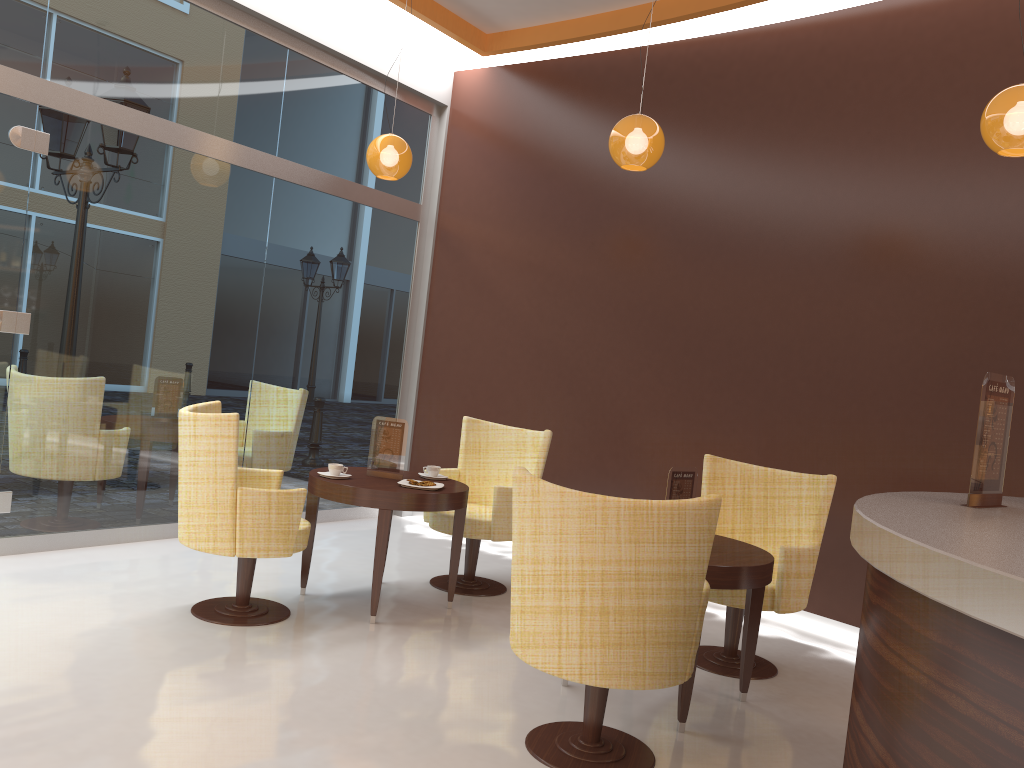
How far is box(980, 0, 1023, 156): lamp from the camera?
3.6 meters

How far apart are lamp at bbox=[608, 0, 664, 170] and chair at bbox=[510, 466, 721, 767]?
2.2m

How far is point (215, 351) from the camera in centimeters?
595cm

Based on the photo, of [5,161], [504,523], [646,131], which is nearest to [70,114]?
[5,161]

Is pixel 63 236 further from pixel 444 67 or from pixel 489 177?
pixel 444 67

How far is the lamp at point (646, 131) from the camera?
4.6 meters

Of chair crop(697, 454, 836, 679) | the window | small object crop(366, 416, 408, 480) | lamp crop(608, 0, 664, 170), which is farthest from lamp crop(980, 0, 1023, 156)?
the window

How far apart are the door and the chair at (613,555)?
3.31m

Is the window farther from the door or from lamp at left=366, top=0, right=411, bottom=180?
lamp at left=366, top=0, right=411, bottom=180

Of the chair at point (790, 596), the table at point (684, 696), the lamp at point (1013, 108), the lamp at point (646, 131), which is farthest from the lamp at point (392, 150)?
the lamp at point (1013, 108)
